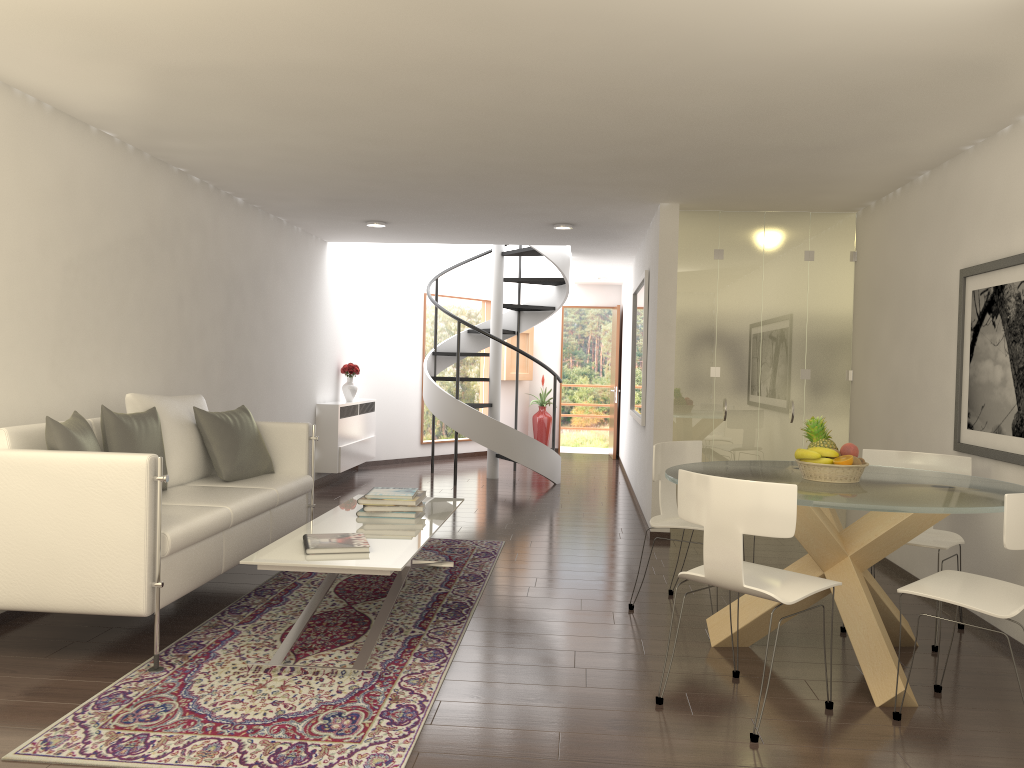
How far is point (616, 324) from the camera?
14.4 meters

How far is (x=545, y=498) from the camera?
9.9 meters

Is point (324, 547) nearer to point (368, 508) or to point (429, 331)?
point (368, 508)

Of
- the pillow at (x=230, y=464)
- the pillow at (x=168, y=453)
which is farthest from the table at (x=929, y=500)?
the pillow at (x=168, y=453)

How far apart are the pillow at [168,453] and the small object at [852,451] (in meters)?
3.93

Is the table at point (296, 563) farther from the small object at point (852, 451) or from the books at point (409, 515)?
the small object at point (852, 451)

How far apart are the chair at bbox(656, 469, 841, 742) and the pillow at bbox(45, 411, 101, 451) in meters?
2.9

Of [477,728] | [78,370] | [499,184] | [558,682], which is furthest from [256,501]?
[499,184]

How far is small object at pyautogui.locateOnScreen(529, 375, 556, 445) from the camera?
14.9m

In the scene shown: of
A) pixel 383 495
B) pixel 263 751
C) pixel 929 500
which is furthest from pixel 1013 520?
pixel 383 495
